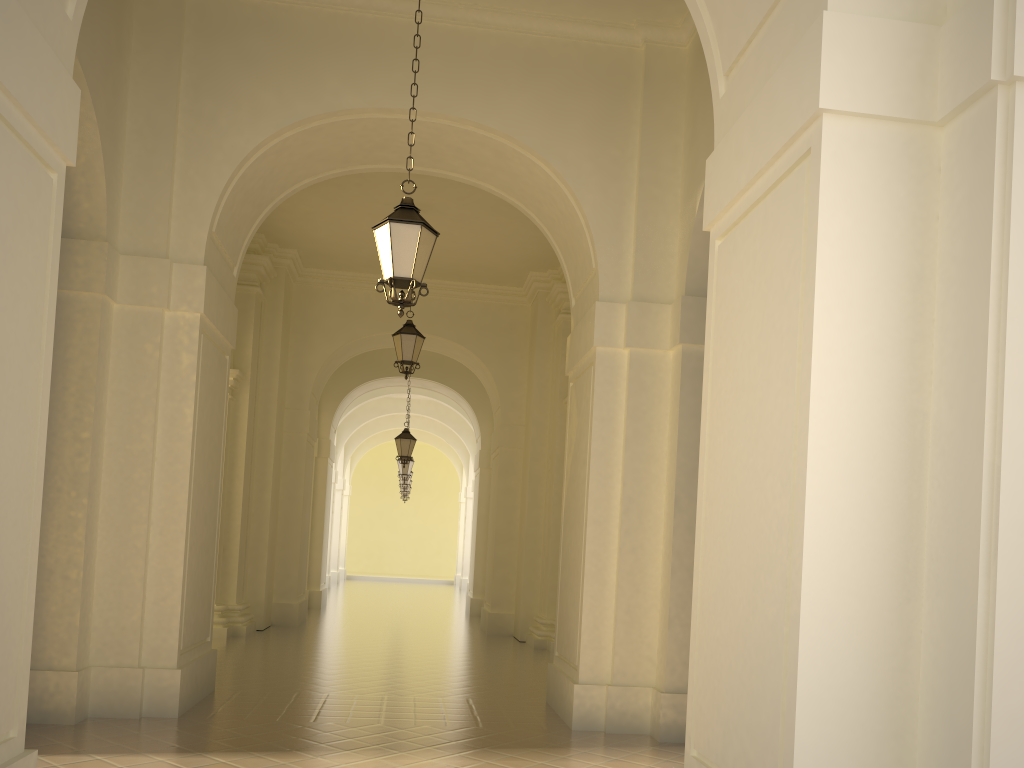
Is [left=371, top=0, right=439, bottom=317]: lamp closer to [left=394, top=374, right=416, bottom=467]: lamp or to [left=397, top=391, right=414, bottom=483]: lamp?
[left=394, top=374, right=416, bottom=467]: lamp

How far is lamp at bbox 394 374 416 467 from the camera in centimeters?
1918cm

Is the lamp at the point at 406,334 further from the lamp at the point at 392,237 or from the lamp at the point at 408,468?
the lamp at the point at 408,468

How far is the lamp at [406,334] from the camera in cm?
1302

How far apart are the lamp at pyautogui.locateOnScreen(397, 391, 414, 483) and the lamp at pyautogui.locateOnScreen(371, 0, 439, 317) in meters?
17.8

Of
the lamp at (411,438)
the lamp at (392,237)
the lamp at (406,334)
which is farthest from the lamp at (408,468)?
the lamp at (392,237)

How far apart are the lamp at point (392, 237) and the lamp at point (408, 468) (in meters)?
17.77

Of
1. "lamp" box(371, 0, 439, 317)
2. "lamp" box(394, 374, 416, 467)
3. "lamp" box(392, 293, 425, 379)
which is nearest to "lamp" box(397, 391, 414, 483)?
"lamp" box(394, 374, 416, 467)

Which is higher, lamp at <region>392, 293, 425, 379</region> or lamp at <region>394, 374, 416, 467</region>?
lamp at <region>392, 293, 425, 379</region>

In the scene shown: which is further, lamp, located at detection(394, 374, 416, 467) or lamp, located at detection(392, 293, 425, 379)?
lamp, located at detection(394, 374, 416, 467)
